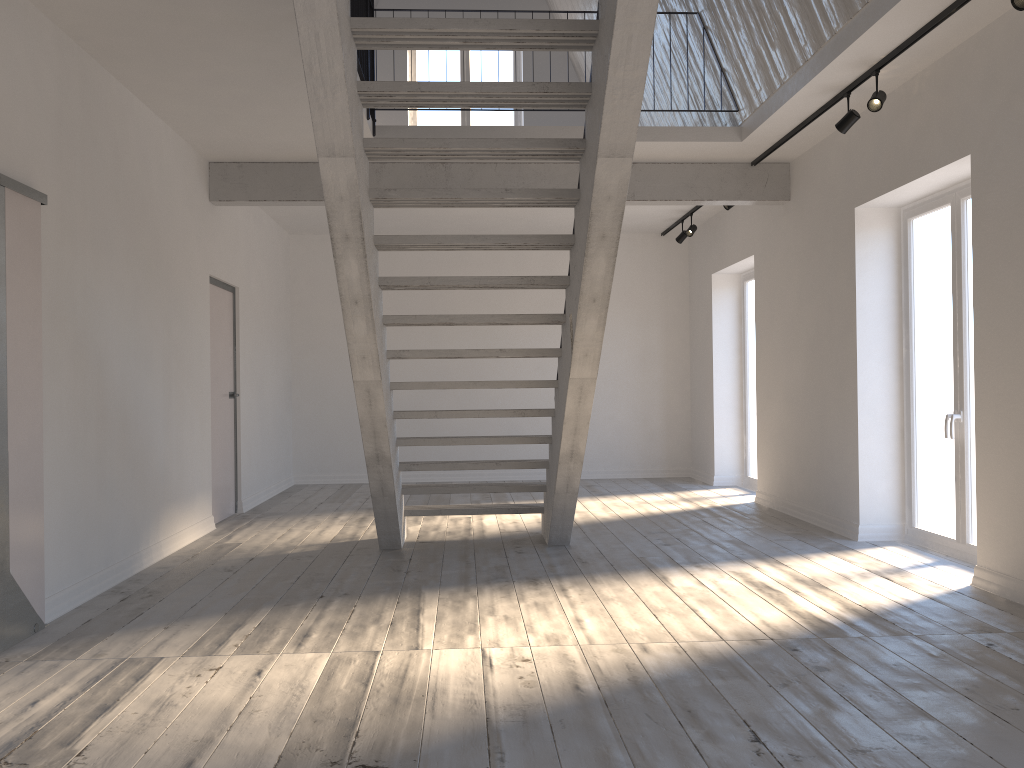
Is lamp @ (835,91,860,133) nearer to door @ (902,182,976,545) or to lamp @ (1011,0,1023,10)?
door @ (902,182,976,545)

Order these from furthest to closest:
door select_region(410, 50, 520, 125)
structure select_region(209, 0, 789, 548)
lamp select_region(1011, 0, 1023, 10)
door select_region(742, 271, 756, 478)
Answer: door select_region(410, 50, 520, 125)
door select_region(742, 271, 756, 478)
lamp select_region(1011, 0, 1023, 10)
structure select_region(209, 0, 789, 548)

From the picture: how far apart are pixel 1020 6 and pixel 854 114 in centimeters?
173cm

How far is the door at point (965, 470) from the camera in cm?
548

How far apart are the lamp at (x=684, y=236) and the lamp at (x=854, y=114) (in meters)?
4.17

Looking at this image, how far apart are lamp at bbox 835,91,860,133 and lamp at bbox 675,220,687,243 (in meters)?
4.17

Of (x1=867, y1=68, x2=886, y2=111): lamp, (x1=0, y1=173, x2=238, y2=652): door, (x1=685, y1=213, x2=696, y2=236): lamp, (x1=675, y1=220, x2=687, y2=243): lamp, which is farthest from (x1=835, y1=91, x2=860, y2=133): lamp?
(x1=0, y1=173, x2=238, y2=652): door

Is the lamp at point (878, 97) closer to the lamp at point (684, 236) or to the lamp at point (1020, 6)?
the lamp at point (1020, 6)

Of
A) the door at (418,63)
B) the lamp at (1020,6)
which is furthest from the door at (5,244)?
the lamp at (1020,6)

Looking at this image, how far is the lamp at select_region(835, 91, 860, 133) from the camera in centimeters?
554cm
